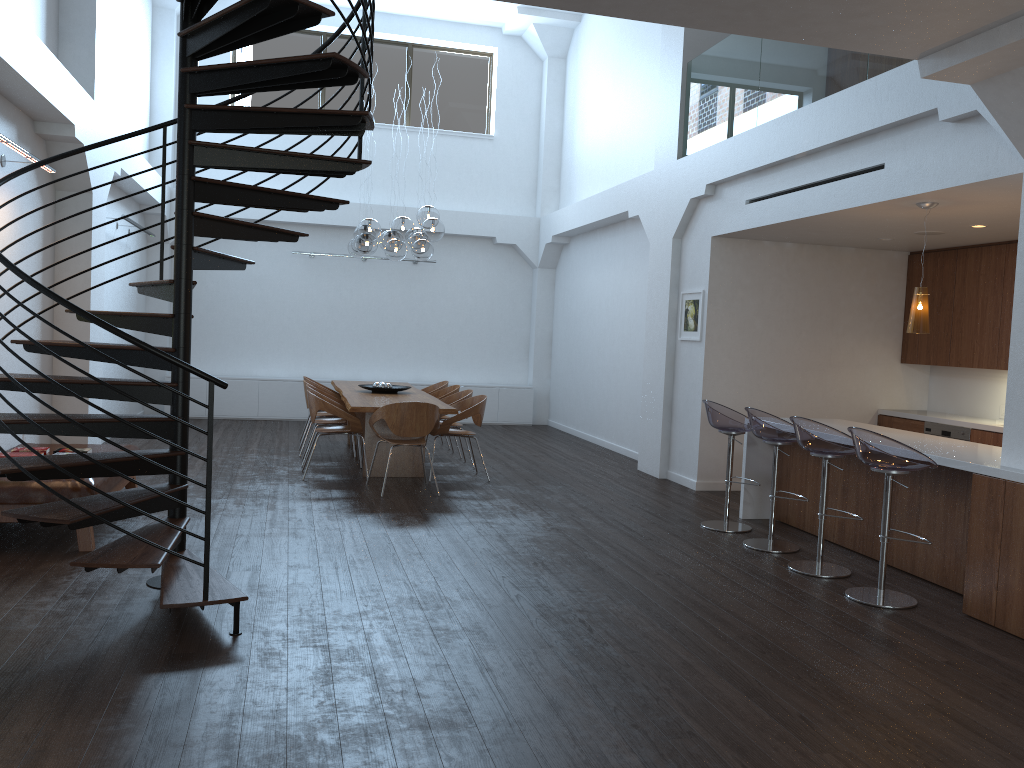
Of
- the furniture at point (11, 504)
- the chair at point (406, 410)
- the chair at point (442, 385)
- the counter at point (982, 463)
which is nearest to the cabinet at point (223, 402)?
the chair at point (442, 385)

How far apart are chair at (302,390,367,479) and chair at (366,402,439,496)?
0.5m

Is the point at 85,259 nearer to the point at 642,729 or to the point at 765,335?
the point at 765,335

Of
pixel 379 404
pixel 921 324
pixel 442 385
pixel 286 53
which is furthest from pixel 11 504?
pixel 286 53

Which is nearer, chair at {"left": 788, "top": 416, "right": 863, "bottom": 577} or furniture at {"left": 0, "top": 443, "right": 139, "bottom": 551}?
furniture at {"left": 0, "top": 443, "right": 139, "bottom": 551}

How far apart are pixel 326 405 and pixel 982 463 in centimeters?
551cm

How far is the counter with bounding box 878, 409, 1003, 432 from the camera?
7.8m

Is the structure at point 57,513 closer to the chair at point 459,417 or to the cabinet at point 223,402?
the chair at point 459,417

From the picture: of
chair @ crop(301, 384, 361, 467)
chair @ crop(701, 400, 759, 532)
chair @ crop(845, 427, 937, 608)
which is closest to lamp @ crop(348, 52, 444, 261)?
chair @ crop(301, 384, 361, 467)

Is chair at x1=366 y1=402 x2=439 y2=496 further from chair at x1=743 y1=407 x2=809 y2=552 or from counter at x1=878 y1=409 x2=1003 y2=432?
counter at x1=878 y1=409 x2=1003 y2=432
